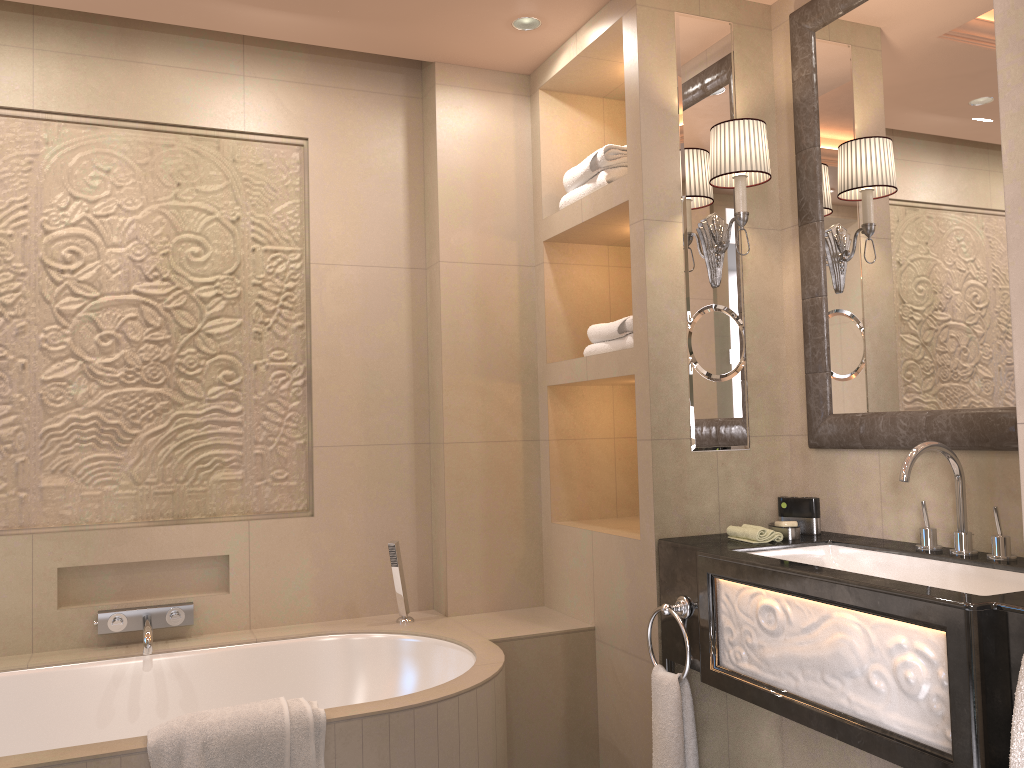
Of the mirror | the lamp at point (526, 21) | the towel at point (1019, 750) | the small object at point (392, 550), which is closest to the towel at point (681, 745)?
the mirror

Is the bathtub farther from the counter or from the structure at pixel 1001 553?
the structure at pixel 1001 553

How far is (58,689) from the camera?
2.6m

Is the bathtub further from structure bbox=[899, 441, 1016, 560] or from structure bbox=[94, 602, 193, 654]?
structure bbox=[899, 441, 1016, 560]

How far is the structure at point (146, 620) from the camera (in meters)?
2.71

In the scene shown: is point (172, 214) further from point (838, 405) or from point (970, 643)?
point (970, 643)

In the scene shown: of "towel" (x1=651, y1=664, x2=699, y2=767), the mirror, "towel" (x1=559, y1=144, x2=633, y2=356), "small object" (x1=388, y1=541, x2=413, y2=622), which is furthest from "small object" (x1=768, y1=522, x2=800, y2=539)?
"small object" (x1=388, y1=541, x2=413, y2=622)

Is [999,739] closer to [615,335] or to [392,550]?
[615,335]

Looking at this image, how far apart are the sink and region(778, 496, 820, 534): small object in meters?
0.1

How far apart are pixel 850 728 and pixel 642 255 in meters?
1.4
